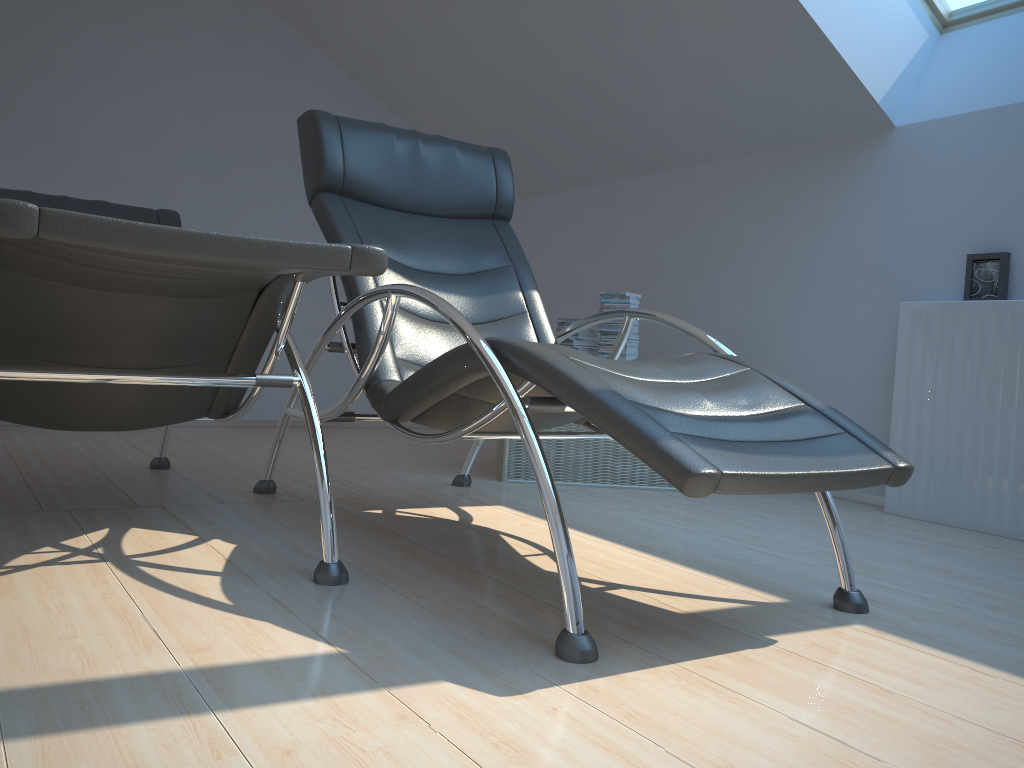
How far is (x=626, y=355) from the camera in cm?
371

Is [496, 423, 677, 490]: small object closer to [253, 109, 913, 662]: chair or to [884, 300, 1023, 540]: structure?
[253, 109, 913, 662]: chair

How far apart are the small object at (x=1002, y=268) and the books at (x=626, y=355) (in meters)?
1.25

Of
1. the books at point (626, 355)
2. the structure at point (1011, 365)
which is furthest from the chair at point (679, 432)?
the structure at point (1011, 365)

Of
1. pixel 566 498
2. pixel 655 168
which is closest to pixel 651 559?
pixel 566 498

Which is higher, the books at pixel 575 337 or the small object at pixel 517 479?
the books at pixel 575 337

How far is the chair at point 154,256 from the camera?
1.4m

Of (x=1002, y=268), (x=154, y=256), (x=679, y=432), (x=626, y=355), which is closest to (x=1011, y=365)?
(x=1002, y=268)

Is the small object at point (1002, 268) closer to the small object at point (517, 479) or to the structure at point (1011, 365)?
the structure at point (1011, 365)

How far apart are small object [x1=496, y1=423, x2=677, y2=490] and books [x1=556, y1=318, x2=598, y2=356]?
0.4m
